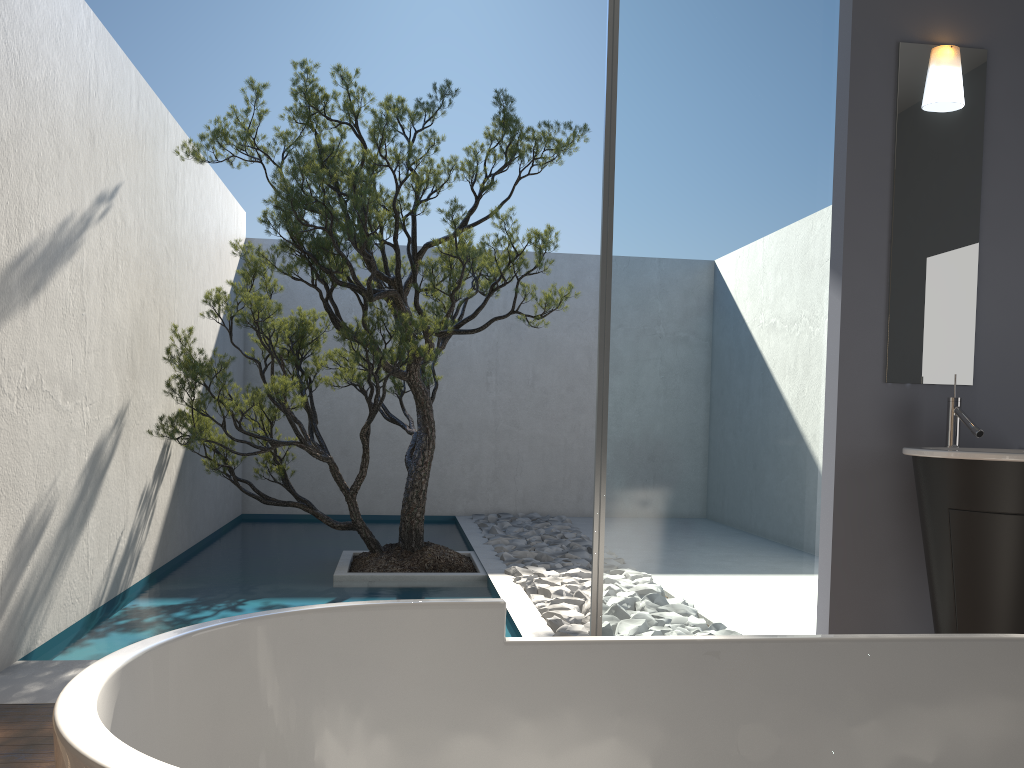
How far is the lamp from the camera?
3.3 meters

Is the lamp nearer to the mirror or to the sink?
the mirror

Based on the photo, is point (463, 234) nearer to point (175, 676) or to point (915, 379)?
point (915, 379)

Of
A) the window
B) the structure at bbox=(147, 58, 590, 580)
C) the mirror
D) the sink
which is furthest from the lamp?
the structure at bbox=(147, 58, 590, 580)

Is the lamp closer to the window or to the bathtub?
the window

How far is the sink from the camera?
2.7m

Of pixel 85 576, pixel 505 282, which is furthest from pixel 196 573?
pixel 505 282

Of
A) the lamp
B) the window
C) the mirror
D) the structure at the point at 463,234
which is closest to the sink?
the mirror

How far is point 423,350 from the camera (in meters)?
5.33

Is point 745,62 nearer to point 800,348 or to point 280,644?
point 800,348
